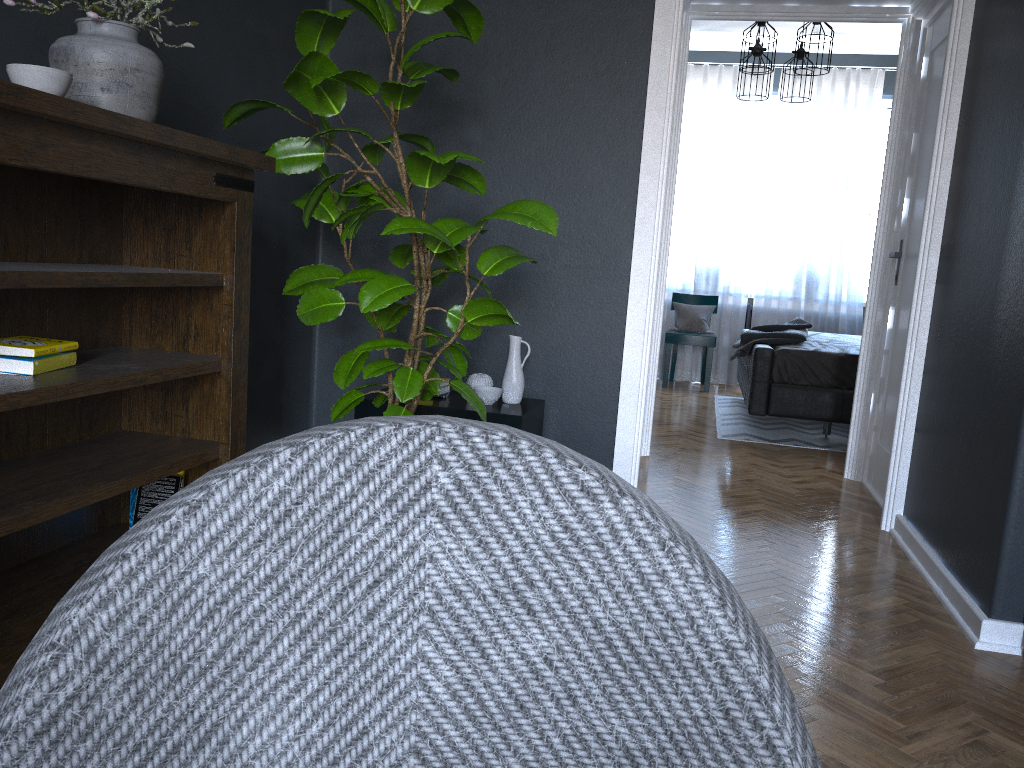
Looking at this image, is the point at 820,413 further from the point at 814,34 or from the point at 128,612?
the point at 128,612

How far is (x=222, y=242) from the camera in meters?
2.4 m

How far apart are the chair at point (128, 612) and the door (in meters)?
3.69

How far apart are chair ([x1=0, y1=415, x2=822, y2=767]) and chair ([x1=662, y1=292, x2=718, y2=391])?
7.0m

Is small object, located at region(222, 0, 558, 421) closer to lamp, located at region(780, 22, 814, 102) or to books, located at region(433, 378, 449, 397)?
books, located at region(433, 378, 449, 397)

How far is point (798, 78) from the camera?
6.36m

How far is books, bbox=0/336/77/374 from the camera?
1.9 meters

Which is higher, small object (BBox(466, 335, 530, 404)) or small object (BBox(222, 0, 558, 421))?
small object (BBox(222, 0, 558, 421))

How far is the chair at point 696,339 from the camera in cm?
741

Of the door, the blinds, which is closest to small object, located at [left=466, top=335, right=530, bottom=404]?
the door
